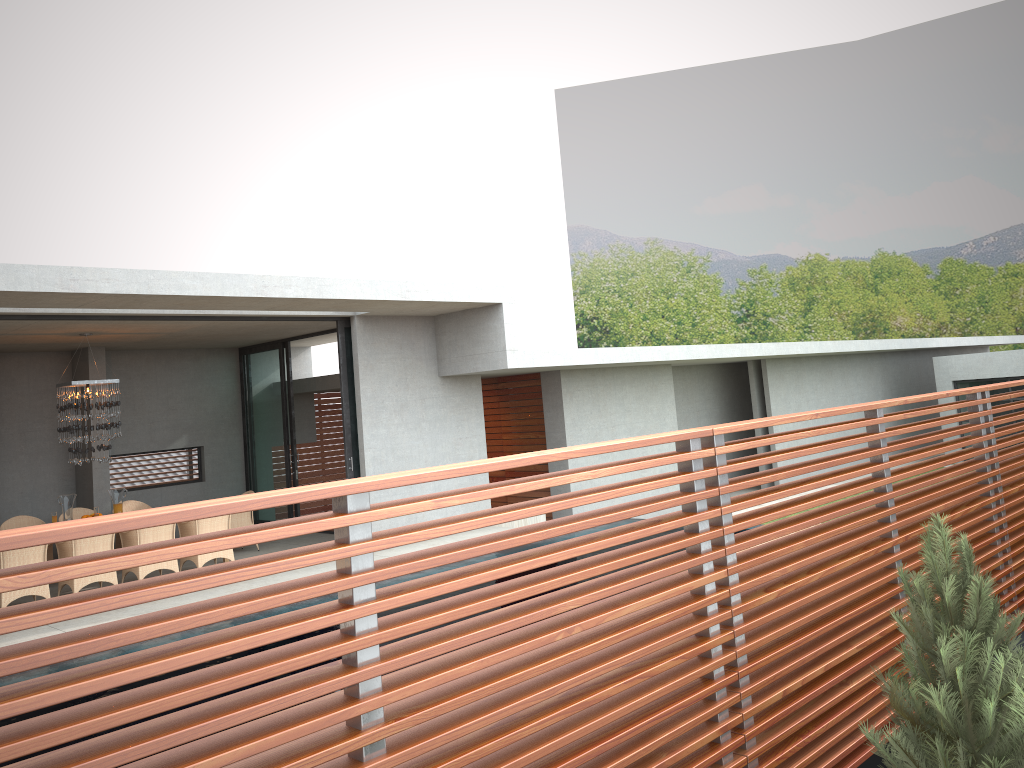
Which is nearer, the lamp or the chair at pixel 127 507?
the lamp

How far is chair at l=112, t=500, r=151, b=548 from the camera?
13.36m

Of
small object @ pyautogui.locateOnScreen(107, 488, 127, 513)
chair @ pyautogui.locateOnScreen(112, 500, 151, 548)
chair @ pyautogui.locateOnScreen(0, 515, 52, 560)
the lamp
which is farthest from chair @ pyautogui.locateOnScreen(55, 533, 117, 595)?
small object @ pyautogui.locateOnScreen(107, 488, 127, 513)

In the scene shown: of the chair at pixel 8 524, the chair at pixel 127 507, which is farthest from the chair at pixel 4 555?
the chair at pixel 127 507

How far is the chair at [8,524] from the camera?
12.2 meters

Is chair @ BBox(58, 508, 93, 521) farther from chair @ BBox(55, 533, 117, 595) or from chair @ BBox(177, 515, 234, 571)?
chair @ BBox(55, 533, 117, 595)

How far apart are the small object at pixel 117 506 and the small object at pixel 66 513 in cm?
164

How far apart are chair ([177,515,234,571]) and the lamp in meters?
1.5 m

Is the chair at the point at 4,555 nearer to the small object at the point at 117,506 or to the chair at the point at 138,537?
the chair at the point at 138,537

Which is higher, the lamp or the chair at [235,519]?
the lamp
